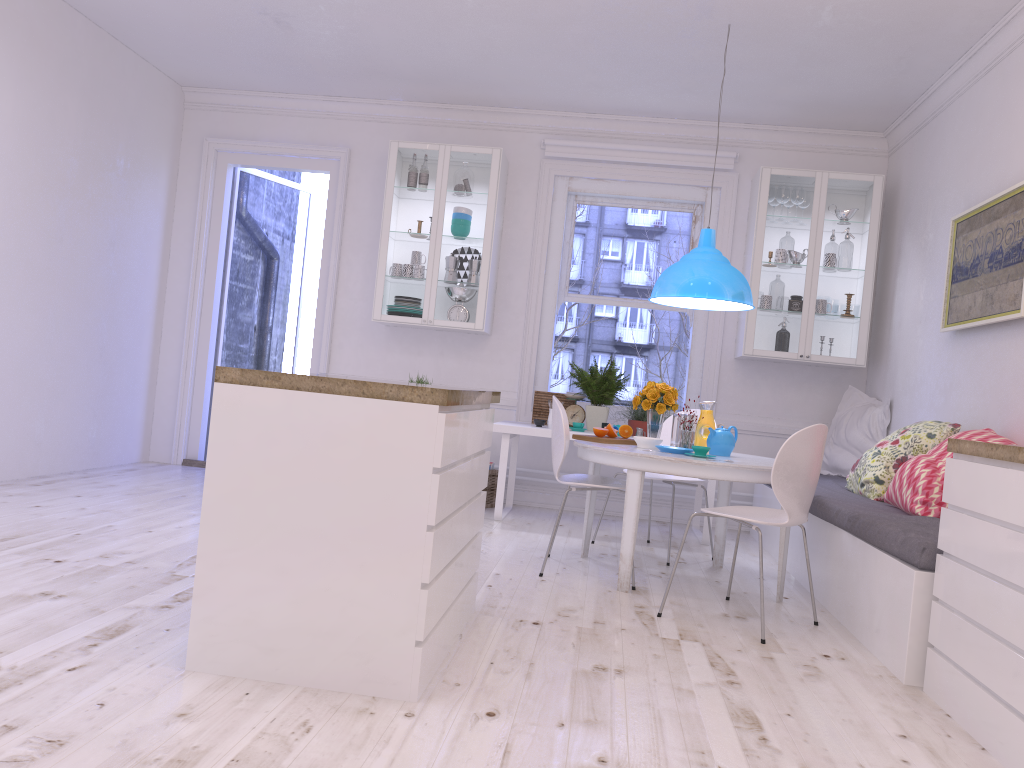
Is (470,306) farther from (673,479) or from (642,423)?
(673,479)

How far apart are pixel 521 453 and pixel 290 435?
4.3m

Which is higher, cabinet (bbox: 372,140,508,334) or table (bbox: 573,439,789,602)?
cabinet (bbox: 372,140,508,334)

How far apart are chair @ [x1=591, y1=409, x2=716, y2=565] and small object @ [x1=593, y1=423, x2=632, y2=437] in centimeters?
38cm

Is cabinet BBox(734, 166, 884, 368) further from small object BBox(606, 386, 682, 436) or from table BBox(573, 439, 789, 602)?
table BBox(573, 439, 789, 602)

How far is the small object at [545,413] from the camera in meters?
6.3

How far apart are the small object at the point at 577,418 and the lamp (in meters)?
1.35

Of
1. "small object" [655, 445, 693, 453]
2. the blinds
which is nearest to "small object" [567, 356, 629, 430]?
the blinds

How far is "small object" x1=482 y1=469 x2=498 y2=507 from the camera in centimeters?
625cm

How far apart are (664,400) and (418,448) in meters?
2.4 m
